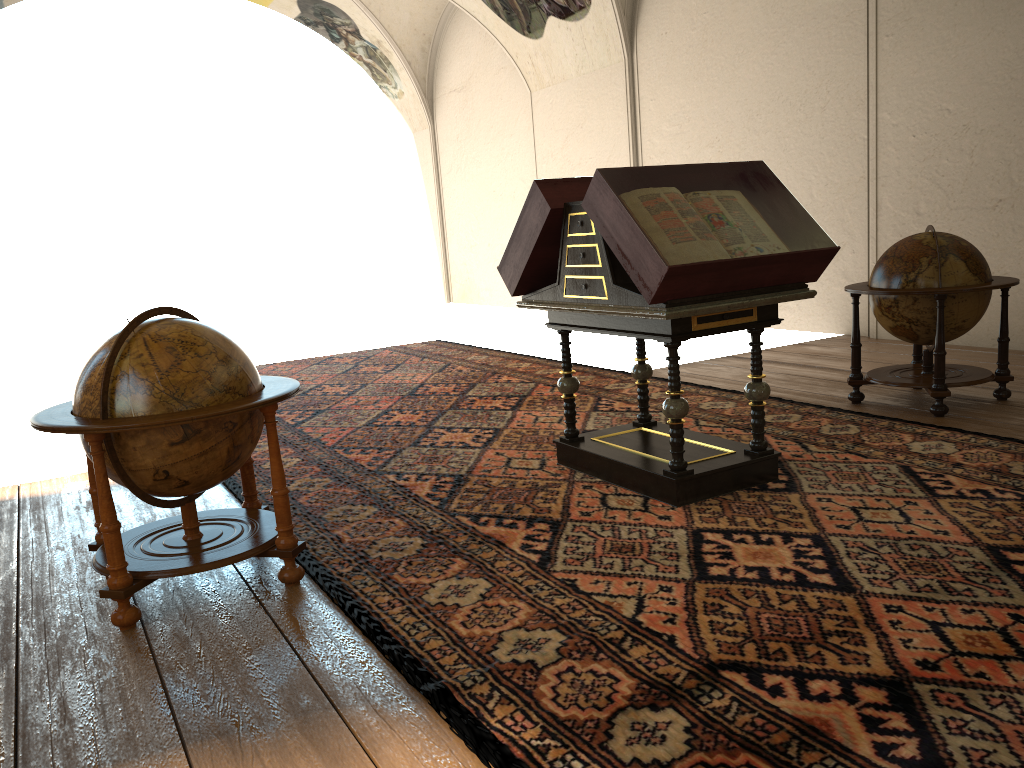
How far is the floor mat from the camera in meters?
2.9

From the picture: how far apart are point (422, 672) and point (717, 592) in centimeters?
136cm

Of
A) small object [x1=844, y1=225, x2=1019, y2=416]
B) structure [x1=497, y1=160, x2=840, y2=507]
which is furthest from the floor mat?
small object [x1=844, y1=225, x2=1019, y2=416]

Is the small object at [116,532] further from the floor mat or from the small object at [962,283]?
the small object at [962,283]

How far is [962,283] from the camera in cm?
674

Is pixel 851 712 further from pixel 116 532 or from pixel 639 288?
pixel 116 532

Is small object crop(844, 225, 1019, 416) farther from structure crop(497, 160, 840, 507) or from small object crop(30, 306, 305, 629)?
small object crop(30, 306, 305, 629)

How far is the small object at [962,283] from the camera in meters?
6.7 m

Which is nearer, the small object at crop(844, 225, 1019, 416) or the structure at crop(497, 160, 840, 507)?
the structure at crop(497, 160, 840, 507)

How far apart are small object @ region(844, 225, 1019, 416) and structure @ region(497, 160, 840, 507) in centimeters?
187cm
